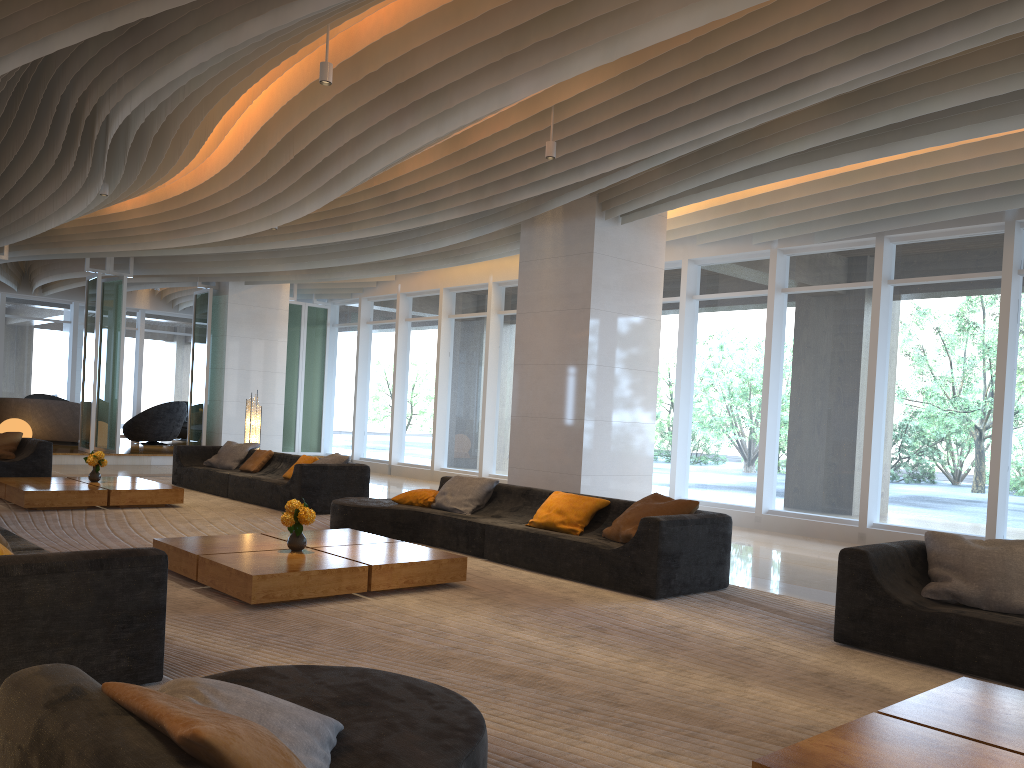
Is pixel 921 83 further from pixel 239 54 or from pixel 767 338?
pixel 767 338

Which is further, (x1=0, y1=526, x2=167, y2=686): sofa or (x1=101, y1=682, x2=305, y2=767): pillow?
(x1=0, y1=526, x2=167, y2=686): sofa

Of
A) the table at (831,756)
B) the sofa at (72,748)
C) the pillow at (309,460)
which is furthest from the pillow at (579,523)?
the pillow at (309,460)

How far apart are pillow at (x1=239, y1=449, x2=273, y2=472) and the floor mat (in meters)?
0.71

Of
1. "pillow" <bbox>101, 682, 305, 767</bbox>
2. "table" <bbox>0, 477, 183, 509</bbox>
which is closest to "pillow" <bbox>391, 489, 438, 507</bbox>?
"table" <bbox>0, 477, 183, 509</bbox>

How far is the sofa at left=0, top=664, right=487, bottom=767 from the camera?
1.7 meters

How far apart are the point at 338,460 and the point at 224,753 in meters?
9.1

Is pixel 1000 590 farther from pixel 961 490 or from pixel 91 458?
pixel 91 458

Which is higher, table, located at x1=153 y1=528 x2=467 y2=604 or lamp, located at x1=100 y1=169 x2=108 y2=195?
lamp, located at x1=100 y1=169 x2=108 y2=195

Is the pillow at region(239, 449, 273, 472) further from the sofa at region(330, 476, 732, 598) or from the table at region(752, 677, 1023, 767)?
the table at region(752, 677, 1023, 767)
